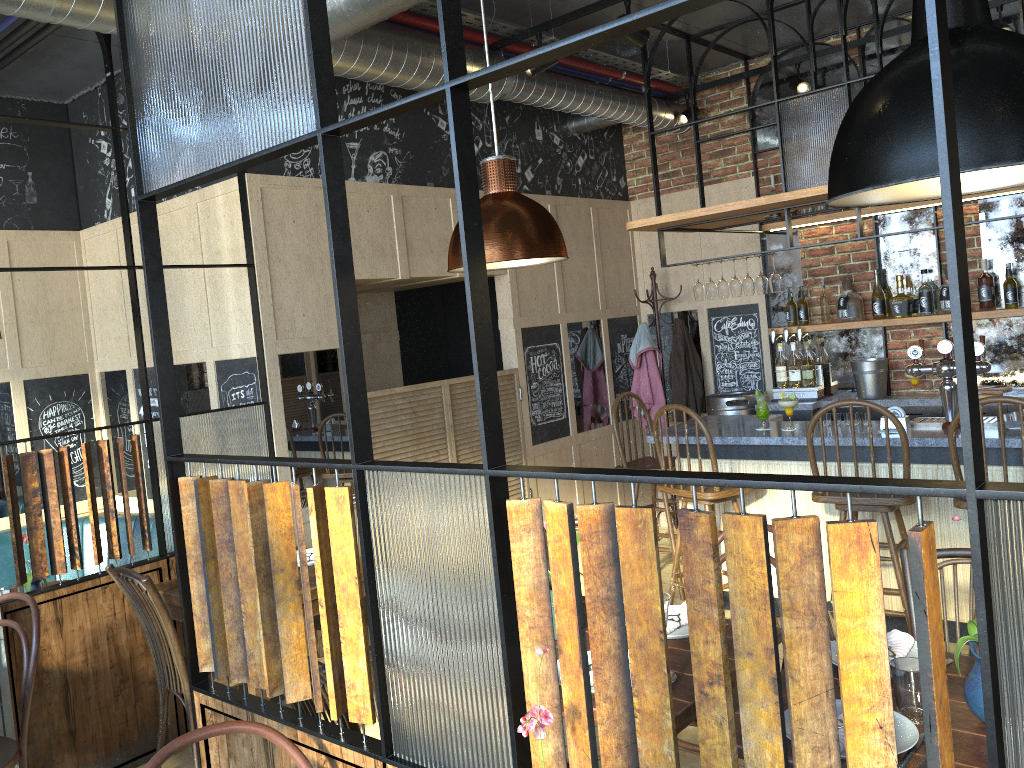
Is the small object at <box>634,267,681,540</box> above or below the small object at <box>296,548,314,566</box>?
above

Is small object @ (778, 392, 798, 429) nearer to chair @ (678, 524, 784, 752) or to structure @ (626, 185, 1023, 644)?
structure @ (626, 185, 1023, 644)

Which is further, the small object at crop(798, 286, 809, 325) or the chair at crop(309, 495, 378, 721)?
the small object at crop(798, 286, 809, 325)

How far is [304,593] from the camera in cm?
189

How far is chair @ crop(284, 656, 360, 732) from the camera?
2.2 meters

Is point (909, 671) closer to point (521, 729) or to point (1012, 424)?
point (521, 729)

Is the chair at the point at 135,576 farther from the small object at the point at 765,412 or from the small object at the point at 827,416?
the small object at the point at 827,416

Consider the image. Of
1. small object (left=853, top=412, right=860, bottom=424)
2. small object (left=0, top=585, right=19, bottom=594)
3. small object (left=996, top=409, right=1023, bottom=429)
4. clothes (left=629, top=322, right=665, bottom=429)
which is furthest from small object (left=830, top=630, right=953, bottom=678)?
clothes (left=629, top=322, right=665, bottom=429)

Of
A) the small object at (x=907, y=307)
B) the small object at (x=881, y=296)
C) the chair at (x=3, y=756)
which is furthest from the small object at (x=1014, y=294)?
the chair at (x=3, y=756)

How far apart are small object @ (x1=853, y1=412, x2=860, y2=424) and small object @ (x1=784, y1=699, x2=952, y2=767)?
2.9 meters
